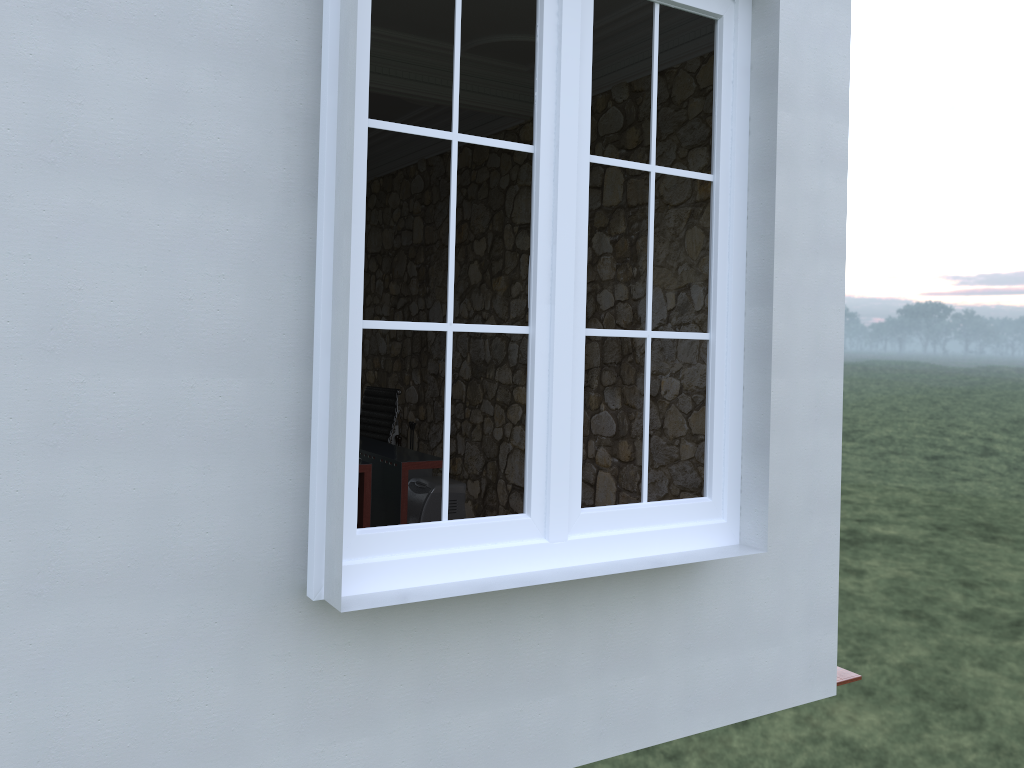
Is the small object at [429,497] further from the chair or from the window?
the window

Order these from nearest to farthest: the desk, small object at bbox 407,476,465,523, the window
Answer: the window → the desk → small object at bbox 407,476,465,523

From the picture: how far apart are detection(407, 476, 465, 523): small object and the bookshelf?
0.2m

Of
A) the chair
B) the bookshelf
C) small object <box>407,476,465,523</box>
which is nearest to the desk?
the chair

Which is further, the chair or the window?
the chair

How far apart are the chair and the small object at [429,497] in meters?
0.4

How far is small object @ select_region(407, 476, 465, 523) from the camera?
6.11m

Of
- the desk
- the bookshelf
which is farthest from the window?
the bookshelf

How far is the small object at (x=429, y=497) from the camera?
6.1 meters

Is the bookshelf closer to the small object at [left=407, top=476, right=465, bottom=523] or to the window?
the small object at [left=407, top=476, right=465, bottom=523]
